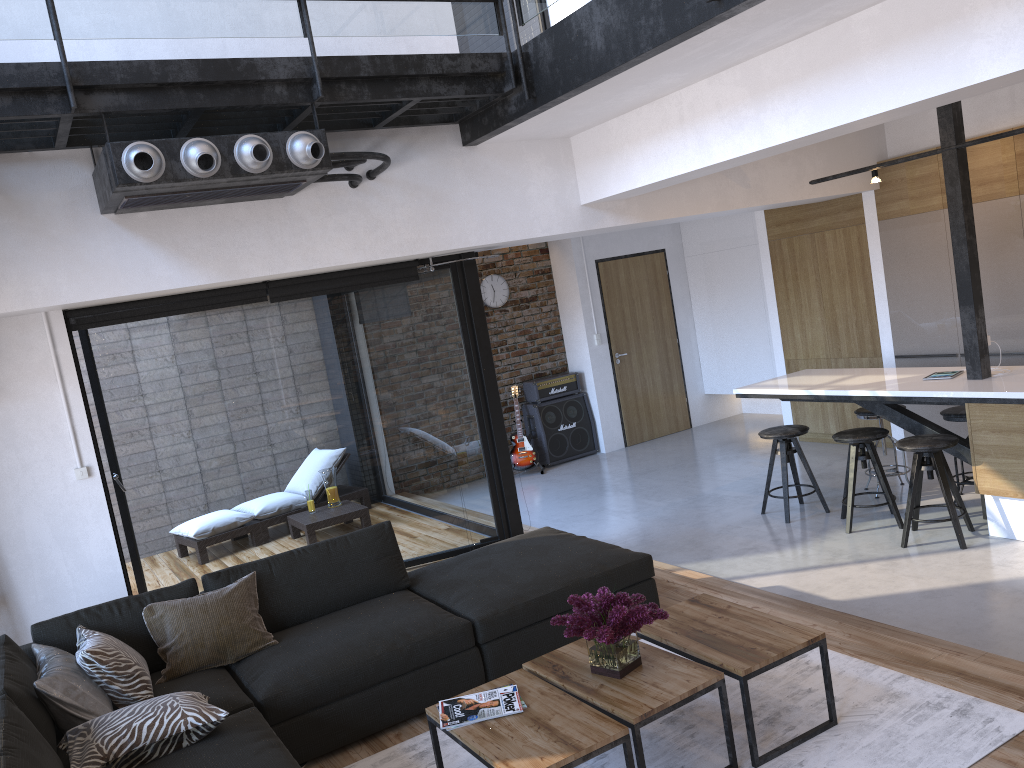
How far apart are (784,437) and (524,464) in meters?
3.6 m

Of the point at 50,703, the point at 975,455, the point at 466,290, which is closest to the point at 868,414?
the point at 975,455

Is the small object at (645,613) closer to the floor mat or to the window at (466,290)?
the floor mat

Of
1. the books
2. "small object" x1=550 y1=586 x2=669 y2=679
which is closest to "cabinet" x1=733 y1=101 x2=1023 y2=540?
"small object" x1=550 y1=586 x2=669 y2=679

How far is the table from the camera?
2.7 meters

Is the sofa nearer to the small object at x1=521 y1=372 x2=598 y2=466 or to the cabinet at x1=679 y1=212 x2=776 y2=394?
the small object at x1=521 y1=372 x2=598 y2=466

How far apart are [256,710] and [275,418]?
2.8 meters

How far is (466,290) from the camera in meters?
6.1 m

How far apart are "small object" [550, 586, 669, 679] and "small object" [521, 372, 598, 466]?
6.32m

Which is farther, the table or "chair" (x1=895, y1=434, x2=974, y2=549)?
"chair" (x1=895, y1=434, x2=974, y2=549)
